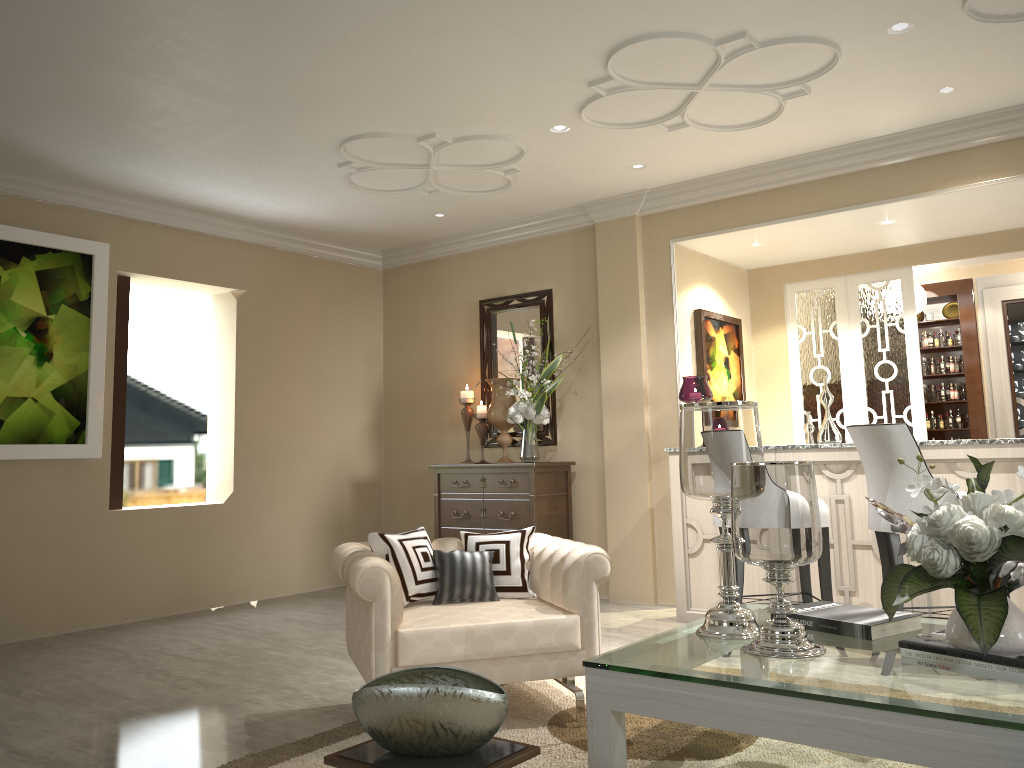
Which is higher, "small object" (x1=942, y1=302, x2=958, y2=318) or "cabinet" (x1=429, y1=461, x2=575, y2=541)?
"small object" (x1=942, y1=302, x2=958, y2=318)

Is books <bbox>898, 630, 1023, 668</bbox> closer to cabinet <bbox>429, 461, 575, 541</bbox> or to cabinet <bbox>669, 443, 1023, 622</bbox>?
cabinet <bbox>669, 443, 1023, 622</bbox>

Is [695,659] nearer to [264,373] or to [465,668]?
[264,373]

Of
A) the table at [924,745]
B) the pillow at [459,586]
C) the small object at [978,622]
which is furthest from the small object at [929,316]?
the pillow at [459,586]

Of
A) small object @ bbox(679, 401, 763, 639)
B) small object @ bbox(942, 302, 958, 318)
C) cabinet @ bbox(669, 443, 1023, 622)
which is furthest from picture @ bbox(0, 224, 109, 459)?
small object @ bbox(942, 302, 958, 318)

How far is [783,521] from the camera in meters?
2.3 m

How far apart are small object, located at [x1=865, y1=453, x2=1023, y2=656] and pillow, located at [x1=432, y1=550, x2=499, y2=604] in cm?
127

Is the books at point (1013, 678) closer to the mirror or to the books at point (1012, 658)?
the books at point (1012, 658)

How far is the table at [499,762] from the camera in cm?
204

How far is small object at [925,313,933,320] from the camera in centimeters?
672cm
